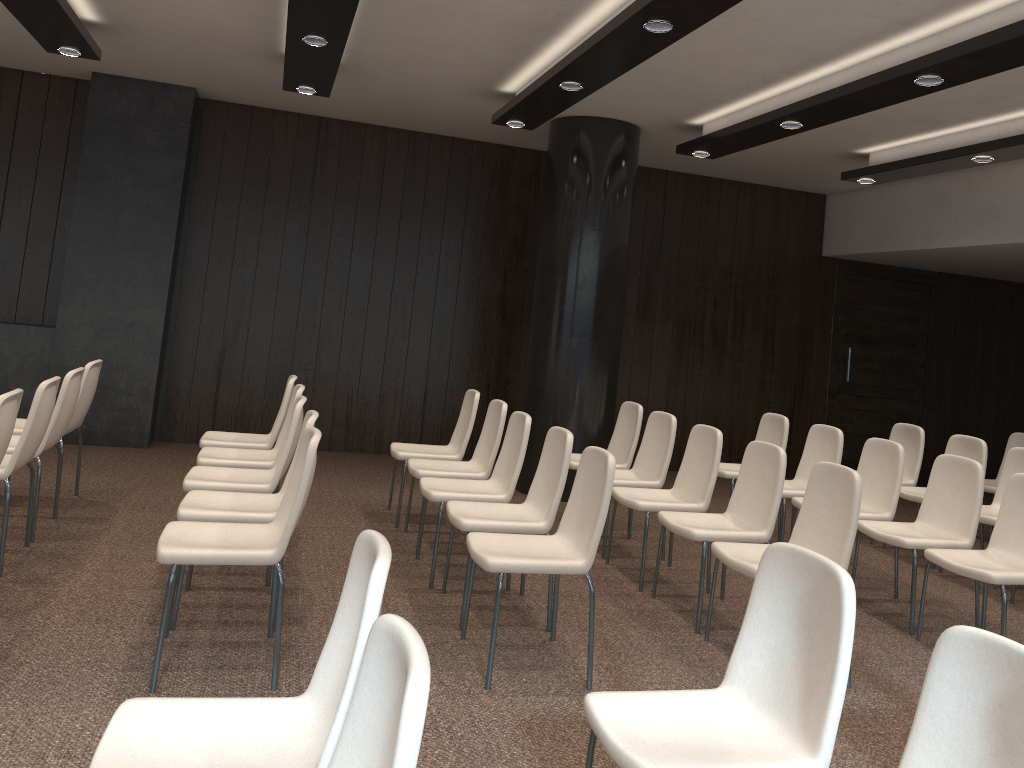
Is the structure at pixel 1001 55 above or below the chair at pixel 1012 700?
above

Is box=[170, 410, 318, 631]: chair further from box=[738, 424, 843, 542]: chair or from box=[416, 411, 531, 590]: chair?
box=[738, 424, 843, 542]: chair

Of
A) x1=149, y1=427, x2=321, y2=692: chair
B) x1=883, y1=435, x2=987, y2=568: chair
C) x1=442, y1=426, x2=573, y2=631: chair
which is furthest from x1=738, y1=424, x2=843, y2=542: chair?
x1=149, y1=427, x2=321, y2=692: chair

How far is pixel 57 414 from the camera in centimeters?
476cm

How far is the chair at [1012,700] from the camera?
1.8m

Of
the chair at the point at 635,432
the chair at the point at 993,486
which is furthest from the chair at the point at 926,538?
the chair at the point at 993,486

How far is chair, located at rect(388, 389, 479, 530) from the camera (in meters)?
5.92

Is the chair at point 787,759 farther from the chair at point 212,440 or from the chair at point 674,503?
the chair at point 212,440

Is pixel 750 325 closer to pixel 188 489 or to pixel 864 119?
pixel 864 119

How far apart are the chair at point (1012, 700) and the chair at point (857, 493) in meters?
2.0 m
